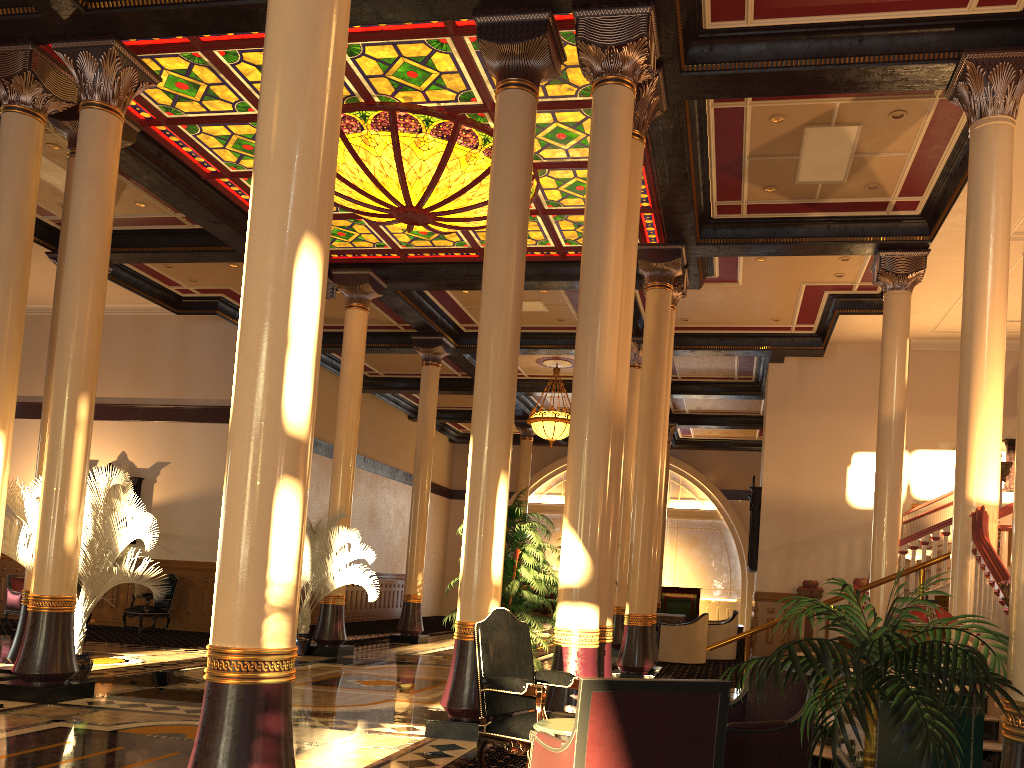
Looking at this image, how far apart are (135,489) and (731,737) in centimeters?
1577cm

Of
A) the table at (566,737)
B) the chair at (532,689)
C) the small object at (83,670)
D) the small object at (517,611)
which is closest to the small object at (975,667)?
the table at (566,737)

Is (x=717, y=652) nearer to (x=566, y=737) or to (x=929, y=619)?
(x=929, y=619)

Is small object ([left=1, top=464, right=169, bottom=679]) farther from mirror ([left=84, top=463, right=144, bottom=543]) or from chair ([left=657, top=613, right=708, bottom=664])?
chair ([left=657, top=613, right=708, bottom=664])

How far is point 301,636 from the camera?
12.65m

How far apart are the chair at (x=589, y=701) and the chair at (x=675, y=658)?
11.46m

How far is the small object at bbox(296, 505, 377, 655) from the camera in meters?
12.7

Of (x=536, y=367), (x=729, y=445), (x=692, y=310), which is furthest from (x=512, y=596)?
(x=729, y=445)

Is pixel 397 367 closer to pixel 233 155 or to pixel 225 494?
pixel 233 155

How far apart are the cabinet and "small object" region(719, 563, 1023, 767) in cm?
35
